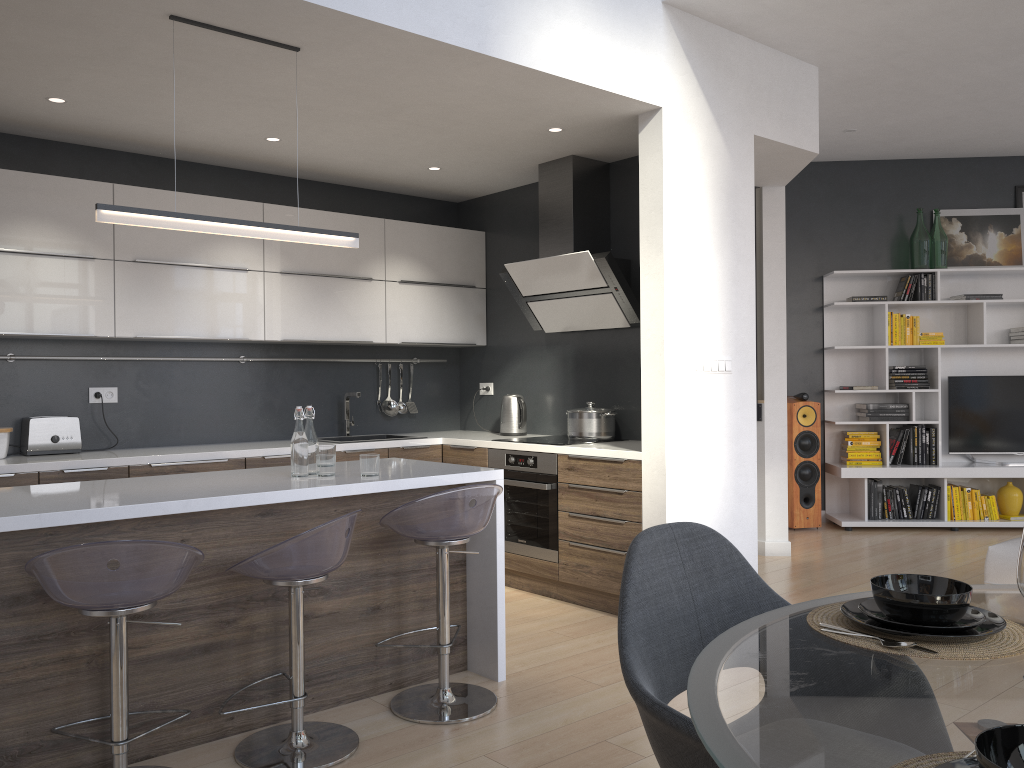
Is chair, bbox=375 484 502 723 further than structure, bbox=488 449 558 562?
No

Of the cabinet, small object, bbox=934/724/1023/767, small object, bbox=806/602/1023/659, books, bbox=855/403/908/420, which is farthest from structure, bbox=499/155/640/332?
small object, bbox=934/724/1023/767

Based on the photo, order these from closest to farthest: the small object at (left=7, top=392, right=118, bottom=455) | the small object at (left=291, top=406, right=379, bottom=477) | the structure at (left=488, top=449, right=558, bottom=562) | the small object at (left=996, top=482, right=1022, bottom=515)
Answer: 1. the small object at (left=291, top=406, right=379, bottom=477)
2. the small object at (left=7, top=392, right=118, bottom=455)
3. the structure at (left=488, top=449, right=558, bottom=562)
4. the small object at (left=996, top=482, right=1022, bottom=515)

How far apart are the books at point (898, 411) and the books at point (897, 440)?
0.1m

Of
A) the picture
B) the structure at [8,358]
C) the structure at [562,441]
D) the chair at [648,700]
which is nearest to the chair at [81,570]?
the chair at [648,700]

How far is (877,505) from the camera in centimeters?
697cm

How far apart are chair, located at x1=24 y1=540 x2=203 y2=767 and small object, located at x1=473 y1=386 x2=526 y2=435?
3.16m

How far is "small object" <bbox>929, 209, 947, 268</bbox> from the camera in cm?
709

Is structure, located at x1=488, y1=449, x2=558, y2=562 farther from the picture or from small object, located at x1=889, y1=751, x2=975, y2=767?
the picture

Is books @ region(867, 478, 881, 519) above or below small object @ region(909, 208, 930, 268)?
below
